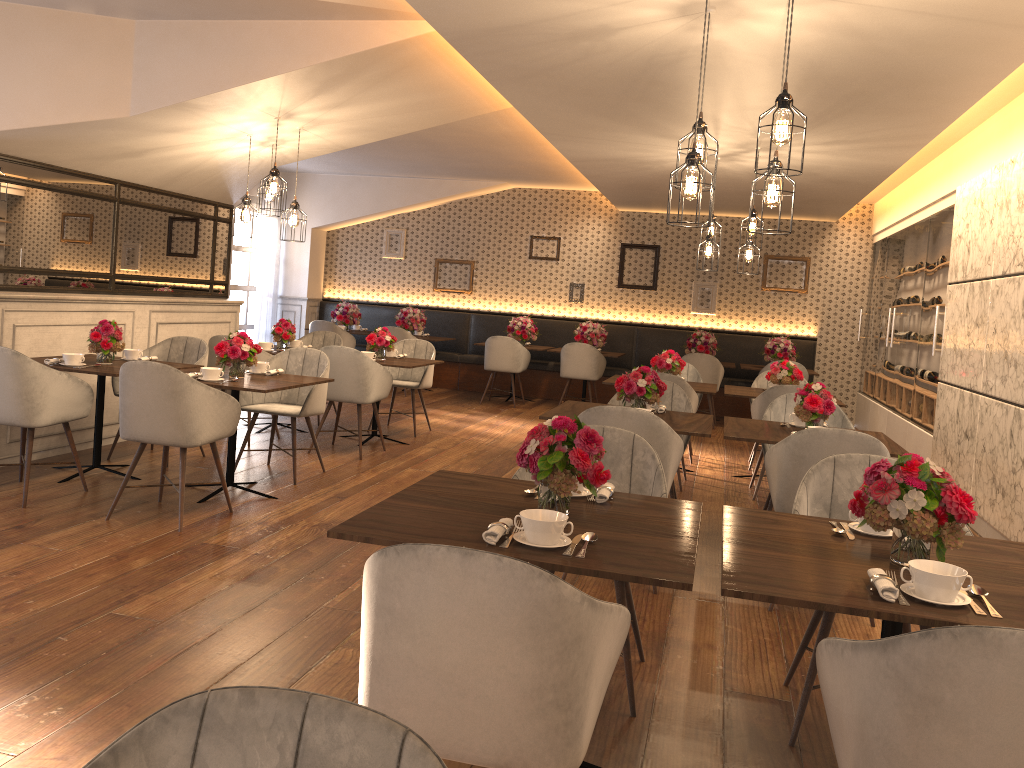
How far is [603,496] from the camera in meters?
2.8 m

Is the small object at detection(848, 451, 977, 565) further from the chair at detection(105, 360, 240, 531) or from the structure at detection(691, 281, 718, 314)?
the structure at detection(691, 281, 718, 314)

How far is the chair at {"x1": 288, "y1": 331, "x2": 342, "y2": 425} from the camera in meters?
8.8 m

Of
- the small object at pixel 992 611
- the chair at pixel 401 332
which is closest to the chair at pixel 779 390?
the small object at pixel 992 611

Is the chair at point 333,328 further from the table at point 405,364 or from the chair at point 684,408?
the chair at point 684,408

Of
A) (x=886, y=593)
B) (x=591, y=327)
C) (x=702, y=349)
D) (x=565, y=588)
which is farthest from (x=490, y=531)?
(x=591, y=327)

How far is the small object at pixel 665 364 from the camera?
7.39m

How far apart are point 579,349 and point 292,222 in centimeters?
481cm

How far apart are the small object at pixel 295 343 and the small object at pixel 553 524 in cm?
627

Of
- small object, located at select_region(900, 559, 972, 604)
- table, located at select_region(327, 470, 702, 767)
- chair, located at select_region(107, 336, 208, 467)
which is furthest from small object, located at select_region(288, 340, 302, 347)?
small object, located at select_region(900, 559, 972, 604)
